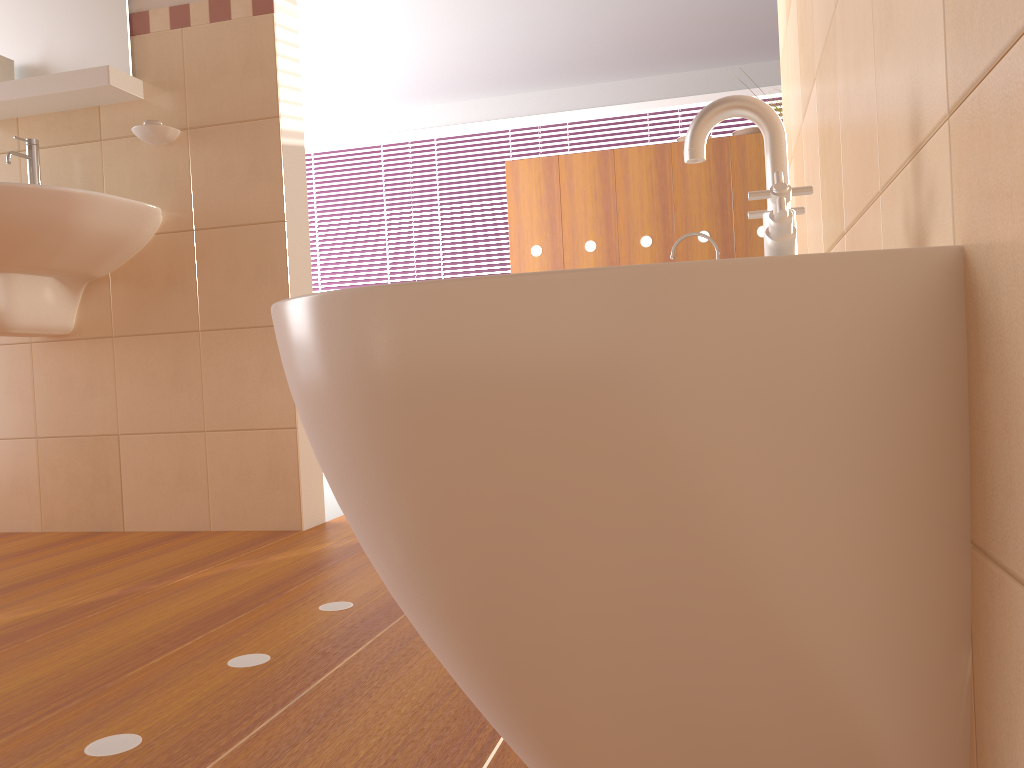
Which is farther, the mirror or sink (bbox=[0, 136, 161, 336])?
the mirror

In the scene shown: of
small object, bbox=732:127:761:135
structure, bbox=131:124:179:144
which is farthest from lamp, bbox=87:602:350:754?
small object, bbox=732:127:761:135

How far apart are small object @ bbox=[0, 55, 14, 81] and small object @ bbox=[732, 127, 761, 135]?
3.2m

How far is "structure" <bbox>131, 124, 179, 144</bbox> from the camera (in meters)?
2.28

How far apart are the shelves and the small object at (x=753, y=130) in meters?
2.9

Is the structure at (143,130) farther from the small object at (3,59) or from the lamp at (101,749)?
the lamp at (101,749)

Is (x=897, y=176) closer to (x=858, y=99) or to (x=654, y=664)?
(x=858, y=99)

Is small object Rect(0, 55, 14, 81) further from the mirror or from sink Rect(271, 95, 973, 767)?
sink Rect(271, 95, 973, 767)

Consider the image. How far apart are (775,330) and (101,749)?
0.85m

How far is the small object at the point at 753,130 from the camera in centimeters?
432cm
